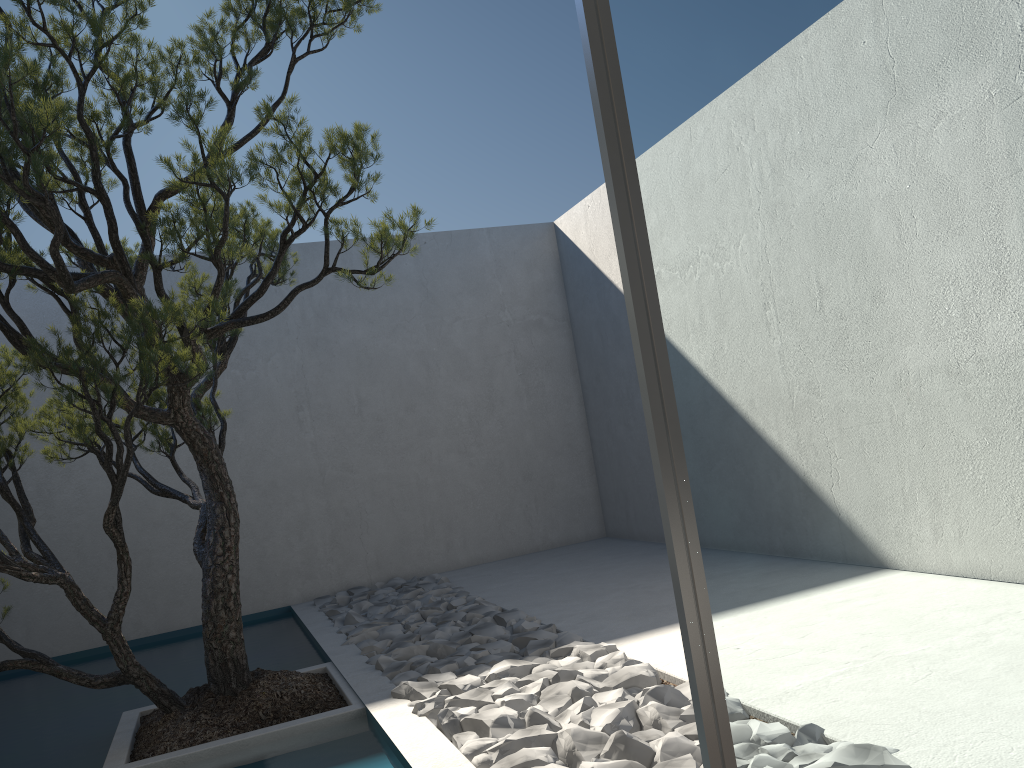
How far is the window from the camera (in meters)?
1.27

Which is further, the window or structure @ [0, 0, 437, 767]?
structure @ [0, 0, 437, 767]

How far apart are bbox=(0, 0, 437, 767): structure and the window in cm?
182

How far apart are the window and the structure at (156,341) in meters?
1.8

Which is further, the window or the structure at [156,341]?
the structure at [156,341]

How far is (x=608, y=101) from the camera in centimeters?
127cm

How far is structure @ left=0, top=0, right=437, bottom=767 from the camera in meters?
3.0 m
